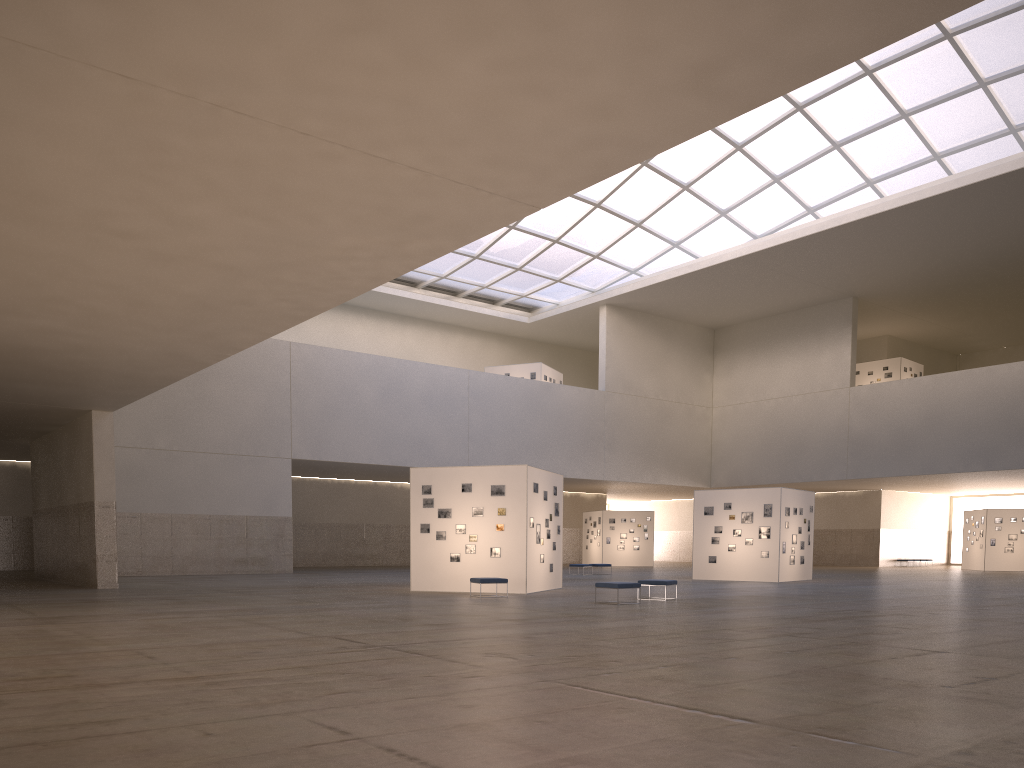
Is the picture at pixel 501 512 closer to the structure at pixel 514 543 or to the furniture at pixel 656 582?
the structure at pixel 514 543

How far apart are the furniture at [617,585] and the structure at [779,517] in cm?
1821

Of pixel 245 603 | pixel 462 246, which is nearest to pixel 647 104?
pixel 462 246

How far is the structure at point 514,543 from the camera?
30.5m

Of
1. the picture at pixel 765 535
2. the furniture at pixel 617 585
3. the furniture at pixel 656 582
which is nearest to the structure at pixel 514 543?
the furniture at pixel 656 582

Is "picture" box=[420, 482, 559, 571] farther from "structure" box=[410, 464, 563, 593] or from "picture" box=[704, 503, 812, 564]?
"picture" box=[704, 503, 812, 564]

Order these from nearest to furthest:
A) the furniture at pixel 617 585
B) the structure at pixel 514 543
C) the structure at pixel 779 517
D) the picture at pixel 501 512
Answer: the furniture at pixel 617 585 < the structure at pixel 514 543 < the picture at pixel 501 512 < the structure at pixel 779 517

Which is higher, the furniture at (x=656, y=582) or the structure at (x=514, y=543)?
the structure at (x=514, y=543)

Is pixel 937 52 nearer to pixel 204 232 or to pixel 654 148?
pixel 654 148

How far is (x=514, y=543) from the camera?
30.48m
